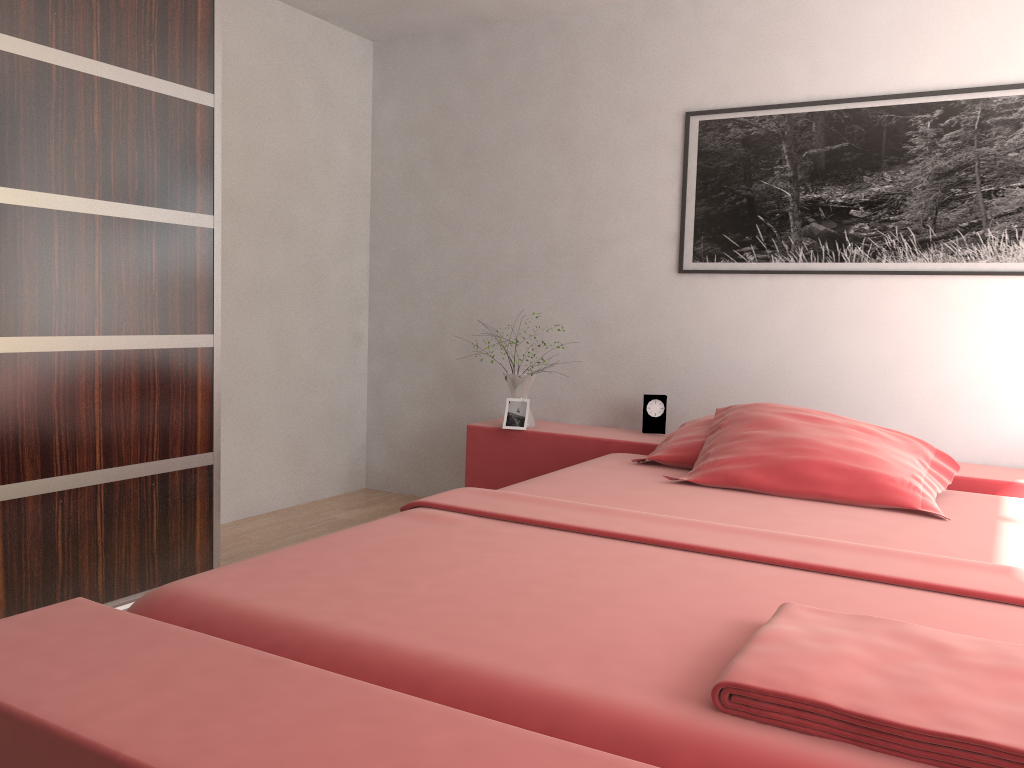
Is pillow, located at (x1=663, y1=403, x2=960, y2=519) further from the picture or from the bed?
the picture

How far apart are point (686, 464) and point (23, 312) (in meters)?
2.06

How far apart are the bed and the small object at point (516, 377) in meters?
0.1 m

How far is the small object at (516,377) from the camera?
3.70m

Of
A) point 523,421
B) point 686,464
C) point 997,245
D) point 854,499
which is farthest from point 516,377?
point 997,245

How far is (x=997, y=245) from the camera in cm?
308

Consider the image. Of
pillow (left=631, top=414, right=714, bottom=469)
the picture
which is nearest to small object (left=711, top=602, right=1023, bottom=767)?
pillow (left=631, top=414, right=714, bottom=469)

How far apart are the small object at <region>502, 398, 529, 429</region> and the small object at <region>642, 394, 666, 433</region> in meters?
0.5

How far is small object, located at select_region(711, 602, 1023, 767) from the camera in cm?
104

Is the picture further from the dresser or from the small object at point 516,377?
the dresser
